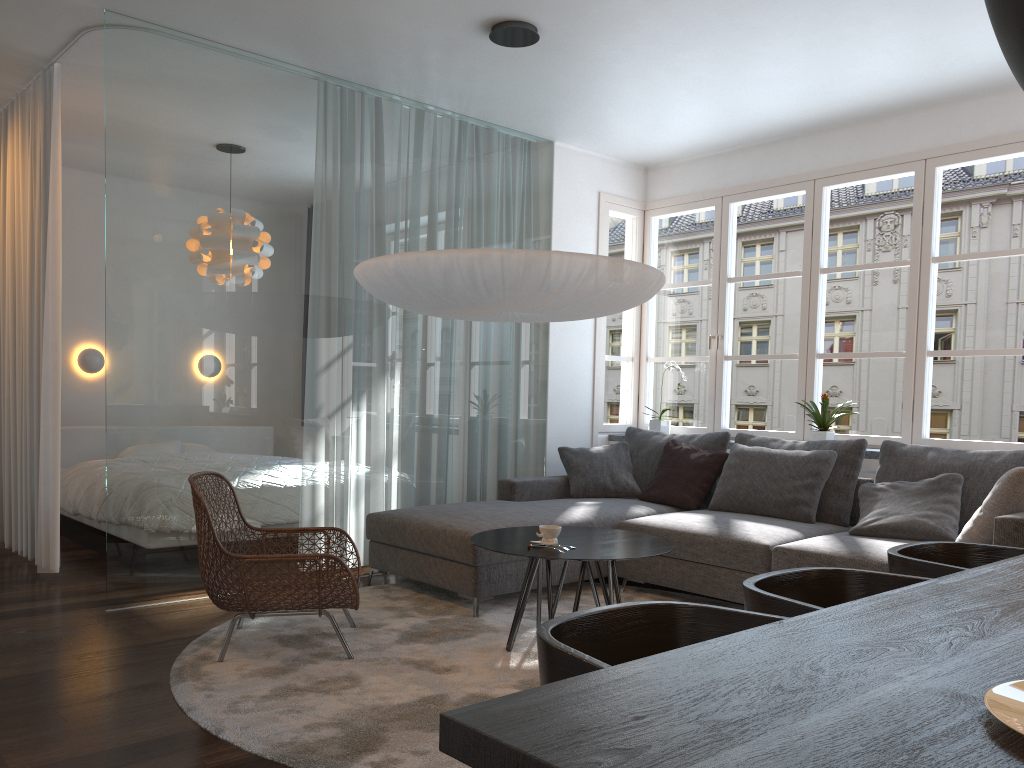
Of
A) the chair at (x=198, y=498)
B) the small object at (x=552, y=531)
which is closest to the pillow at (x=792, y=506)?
the small object at (x=552, y=531)

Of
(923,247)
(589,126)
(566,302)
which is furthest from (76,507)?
(923,247)

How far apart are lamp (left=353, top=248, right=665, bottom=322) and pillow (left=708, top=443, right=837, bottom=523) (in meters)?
1.40

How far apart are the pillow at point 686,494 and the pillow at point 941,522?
0.9m

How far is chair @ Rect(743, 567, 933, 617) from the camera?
1.76m

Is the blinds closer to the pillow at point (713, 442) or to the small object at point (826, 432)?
the pillow at point (713, 442)

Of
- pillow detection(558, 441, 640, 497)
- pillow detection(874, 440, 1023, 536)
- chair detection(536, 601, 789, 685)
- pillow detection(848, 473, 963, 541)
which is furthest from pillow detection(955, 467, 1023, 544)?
chair detection(536, 601, 789, 685)

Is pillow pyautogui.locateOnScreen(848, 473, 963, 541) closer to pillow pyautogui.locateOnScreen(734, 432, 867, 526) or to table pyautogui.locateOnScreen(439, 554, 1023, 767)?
pillow pyautogui.locateOnScreen(734, 432, 867, 526)

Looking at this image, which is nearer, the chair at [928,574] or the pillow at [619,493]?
the chair at [928,574]

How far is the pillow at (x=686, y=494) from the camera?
5.2 meters
